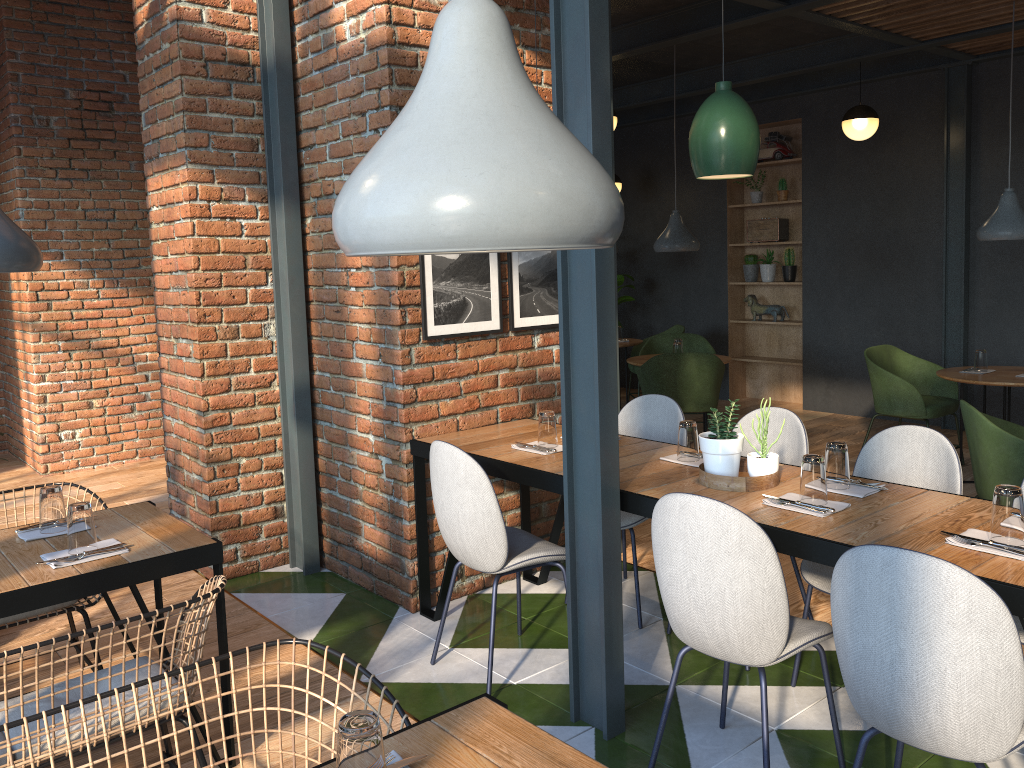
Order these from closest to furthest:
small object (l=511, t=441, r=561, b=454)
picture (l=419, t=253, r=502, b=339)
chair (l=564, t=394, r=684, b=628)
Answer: small object (l=511, t=441, r=561, b=454) → picture (l=419, t=253, r=502, b=339) → chair (l=564, t=394, r=684, b=628)

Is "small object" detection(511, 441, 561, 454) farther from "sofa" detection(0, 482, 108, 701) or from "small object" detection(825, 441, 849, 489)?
"sofa" detection(0, 482, 108, 701)

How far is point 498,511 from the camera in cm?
301

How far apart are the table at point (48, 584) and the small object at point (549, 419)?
1.3 meters

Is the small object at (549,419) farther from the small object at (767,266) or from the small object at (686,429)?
the small object at (767,266)

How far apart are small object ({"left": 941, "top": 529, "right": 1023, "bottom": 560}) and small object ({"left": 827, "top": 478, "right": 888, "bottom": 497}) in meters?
0.4

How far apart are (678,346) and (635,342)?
1.6m

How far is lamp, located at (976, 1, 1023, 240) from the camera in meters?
5.3

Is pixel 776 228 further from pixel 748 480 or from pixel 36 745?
pixel 36 745

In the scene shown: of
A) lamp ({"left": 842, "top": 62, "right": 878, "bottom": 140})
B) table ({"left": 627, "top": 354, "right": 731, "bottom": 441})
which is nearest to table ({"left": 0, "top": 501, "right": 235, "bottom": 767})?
table ({"left": 627, "top": 354, "right": 731, "bottom": 441})
